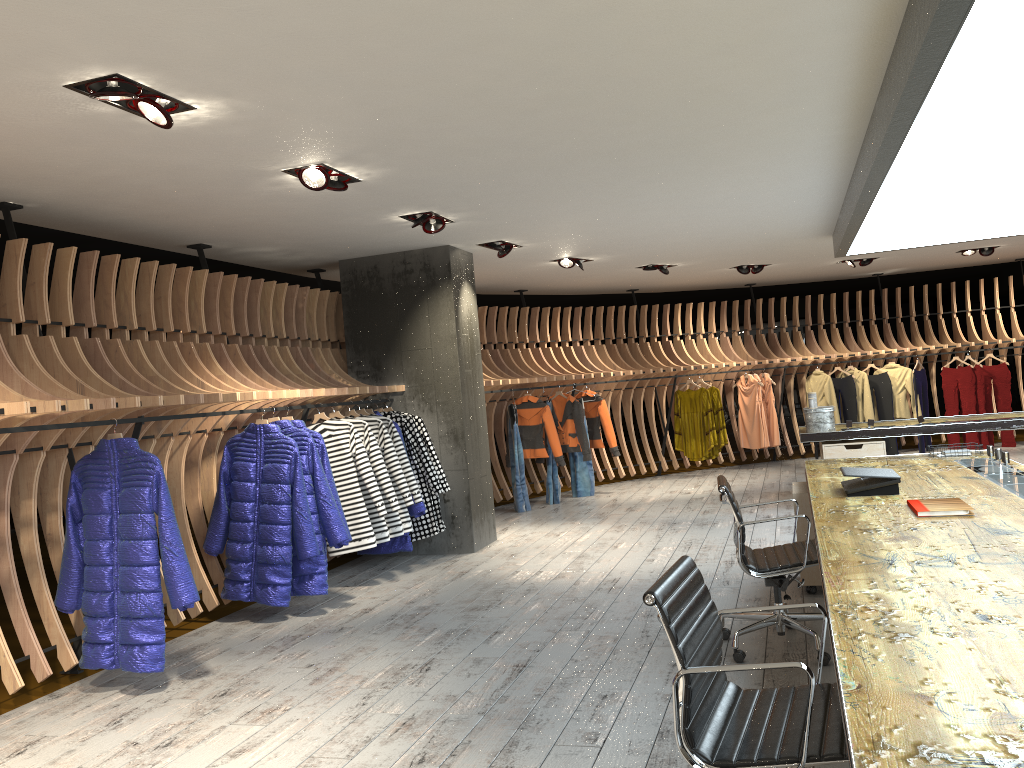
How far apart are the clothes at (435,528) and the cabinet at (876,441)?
3.8 meters

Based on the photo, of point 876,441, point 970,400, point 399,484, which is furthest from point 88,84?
point 970,400

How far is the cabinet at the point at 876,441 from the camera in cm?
852

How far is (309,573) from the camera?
6.04m

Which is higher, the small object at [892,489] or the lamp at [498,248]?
the lamp at [498,248]

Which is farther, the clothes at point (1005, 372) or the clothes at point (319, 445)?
the clothes at point (1005, 372)

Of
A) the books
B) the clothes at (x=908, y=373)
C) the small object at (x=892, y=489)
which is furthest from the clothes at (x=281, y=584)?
the clothes at (x=908, y=373)

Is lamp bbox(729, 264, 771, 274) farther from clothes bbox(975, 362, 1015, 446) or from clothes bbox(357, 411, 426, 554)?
clothes bbox(357, 411, 426, 554)

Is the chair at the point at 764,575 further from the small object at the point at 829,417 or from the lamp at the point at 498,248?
the small object at the point at 829,417

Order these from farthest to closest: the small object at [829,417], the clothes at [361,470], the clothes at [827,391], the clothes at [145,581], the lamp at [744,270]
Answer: the clothes at [827,391] < the lamp at [744,270] < the small object at [829,417] < the clothes at [361,470] < the clothes at [145,581]
